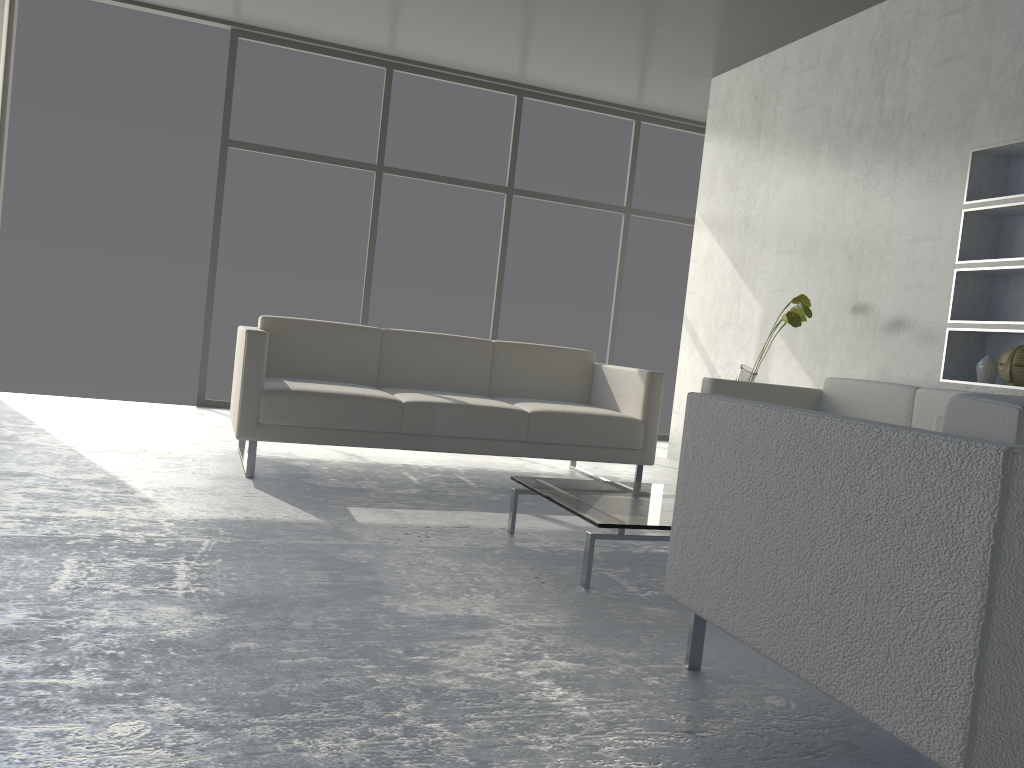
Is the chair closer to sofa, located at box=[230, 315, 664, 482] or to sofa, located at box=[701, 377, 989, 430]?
sofa, located at box=[701, 377, 989, 430]

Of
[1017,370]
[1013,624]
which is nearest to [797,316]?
[1017,370]

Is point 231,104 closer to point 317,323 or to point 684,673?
point 317,323

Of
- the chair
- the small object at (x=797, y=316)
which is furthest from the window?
the chair

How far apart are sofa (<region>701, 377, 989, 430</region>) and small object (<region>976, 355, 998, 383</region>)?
0.3m

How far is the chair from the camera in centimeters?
115cm

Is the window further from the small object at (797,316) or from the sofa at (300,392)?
the small object at (797,316)

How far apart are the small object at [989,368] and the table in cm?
151

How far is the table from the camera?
2.48m

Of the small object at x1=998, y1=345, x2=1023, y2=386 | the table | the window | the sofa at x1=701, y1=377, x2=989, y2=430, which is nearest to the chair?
the table
